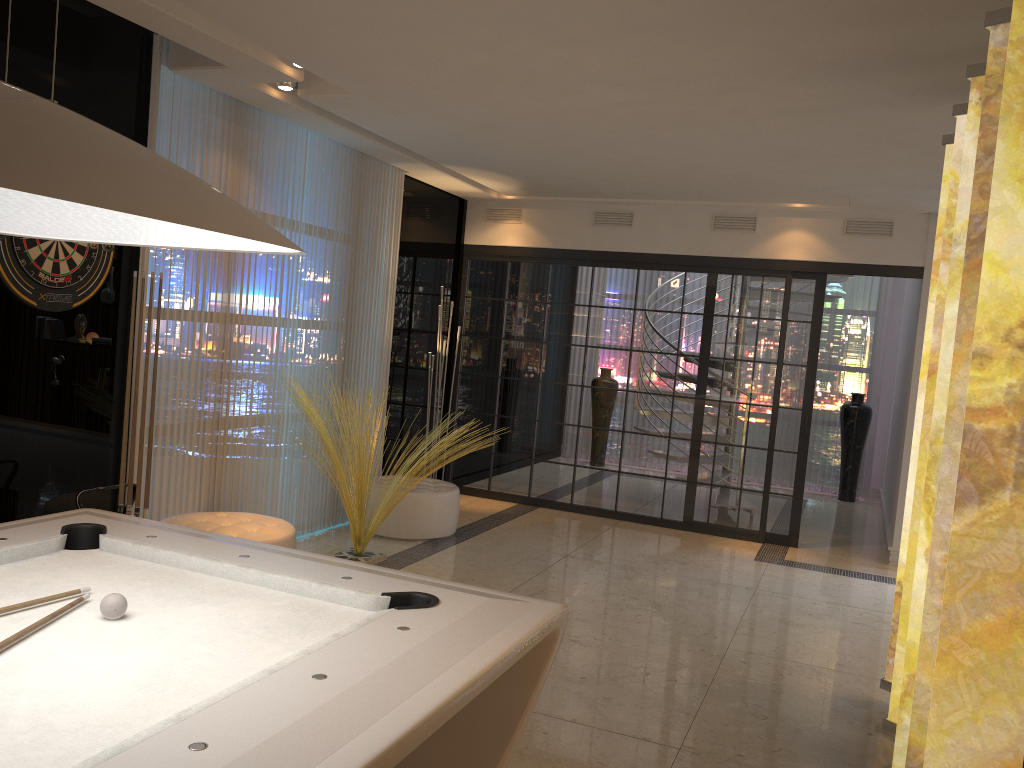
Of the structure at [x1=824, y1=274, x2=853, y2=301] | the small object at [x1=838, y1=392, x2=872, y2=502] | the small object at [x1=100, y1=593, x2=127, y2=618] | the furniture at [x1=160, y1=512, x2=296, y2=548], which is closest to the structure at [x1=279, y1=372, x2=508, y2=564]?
the furniture at [x1=160, y1=512, x2=296, y2=548]

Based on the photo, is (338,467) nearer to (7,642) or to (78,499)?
(78,499)

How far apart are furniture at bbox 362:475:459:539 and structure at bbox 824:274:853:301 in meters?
4.2 m

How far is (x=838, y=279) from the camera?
8.2m

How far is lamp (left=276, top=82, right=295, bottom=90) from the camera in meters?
4.7

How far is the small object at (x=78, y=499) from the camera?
3.76m

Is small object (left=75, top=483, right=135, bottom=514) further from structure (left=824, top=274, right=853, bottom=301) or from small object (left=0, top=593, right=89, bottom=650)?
structure (left=824, top=274, right=853, bottom=301)

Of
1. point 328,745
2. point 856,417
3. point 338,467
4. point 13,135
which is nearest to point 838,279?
point 856,417

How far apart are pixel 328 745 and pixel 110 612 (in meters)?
0.79

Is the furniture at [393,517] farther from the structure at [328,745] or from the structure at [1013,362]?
the structure at [328,745]
